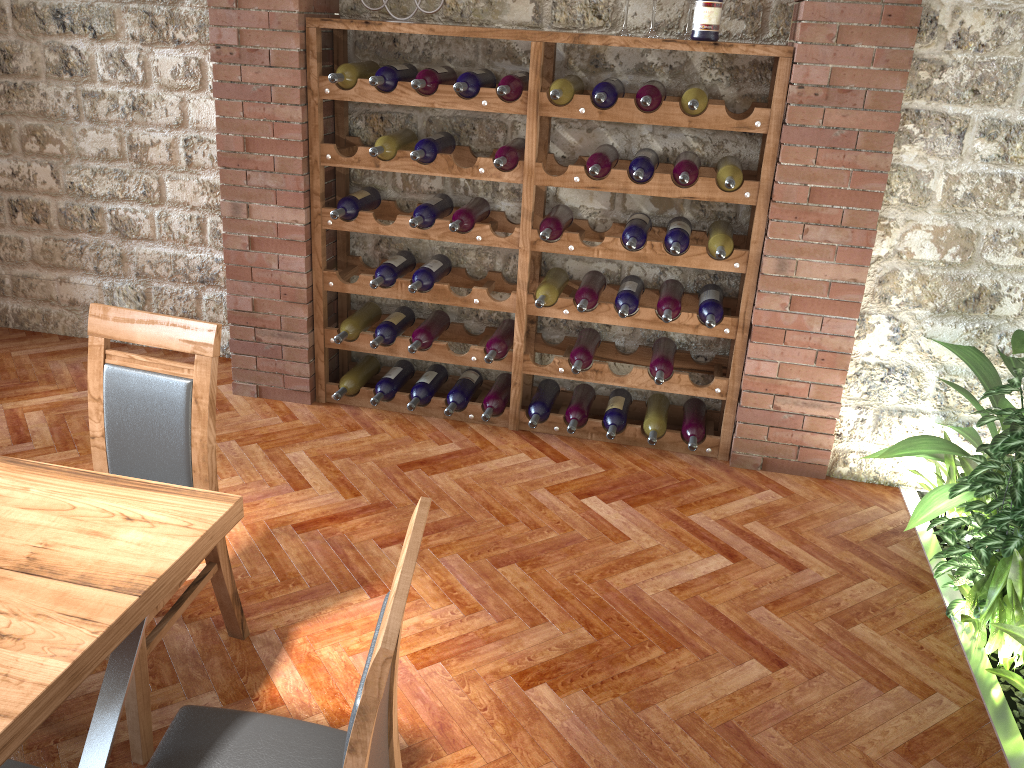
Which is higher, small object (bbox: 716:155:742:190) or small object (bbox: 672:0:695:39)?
small object (bbox: 672:0:695:39)

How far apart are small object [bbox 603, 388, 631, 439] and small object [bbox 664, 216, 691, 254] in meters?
0.8 m

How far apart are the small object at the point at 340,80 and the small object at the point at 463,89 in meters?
0.4

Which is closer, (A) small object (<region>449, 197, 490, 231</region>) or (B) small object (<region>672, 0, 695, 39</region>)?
(B) small object (<region>672, 0, 695, 39</region>)

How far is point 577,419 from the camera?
3.93m

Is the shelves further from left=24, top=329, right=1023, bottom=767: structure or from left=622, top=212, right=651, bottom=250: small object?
left=24, top=329, right=1023, bottom=767: structure

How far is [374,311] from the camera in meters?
4.2 m

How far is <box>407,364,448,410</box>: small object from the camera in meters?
4.1 m

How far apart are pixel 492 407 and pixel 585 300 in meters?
0.7 m

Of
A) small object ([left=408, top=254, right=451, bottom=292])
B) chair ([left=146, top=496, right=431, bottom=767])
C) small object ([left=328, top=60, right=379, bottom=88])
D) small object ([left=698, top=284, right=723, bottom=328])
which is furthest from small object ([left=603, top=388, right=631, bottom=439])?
chair ([left=146, top=496, right=431, bottom=767])
